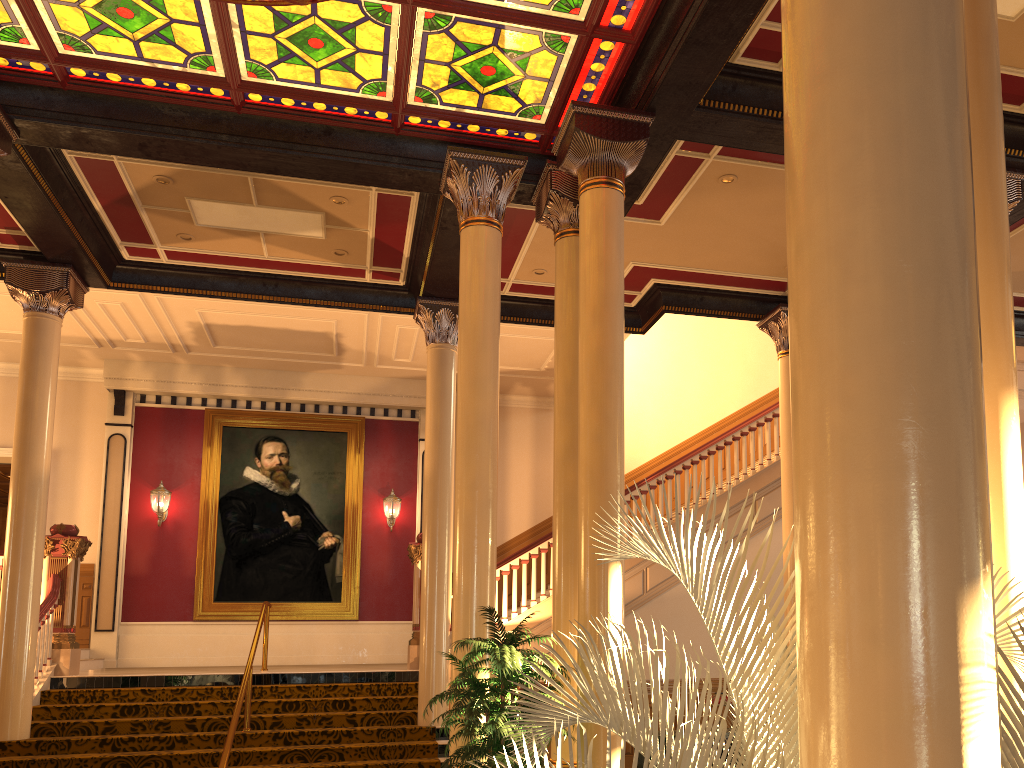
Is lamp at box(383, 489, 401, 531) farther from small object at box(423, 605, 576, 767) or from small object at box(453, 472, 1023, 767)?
small object at box(453, 472, 1023, 767)

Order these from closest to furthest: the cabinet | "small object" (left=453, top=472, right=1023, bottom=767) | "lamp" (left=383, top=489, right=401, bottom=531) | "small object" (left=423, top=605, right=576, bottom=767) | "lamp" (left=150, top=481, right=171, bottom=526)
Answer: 1. "small object" (left=453, top=472, right=1023, bottom=767)
2. "small object" (left=423, top=605, right=576, bottom=767)
3. the cabinet
4. "lamp" (left=150, top=481, right=171, bottom=526)
5. "lamp" (left=383, top=489, right=401, bottom=531)

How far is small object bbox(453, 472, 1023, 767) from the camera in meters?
1.8

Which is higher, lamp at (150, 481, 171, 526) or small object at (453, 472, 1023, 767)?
lamp at (150, 481, 171, 526)

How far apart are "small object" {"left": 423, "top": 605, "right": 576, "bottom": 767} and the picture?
8.3 meters

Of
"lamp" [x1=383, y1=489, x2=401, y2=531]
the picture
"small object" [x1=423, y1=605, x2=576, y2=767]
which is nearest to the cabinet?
"small object" [x1=423, y1=605, x2=576, y2=767]

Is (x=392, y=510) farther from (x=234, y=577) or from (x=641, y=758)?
(x=641, y=758)

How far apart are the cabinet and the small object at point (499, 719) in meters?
3.3 m

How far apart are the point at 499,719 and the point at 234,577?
9.6m

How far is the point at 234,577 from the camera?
14.1 meters
